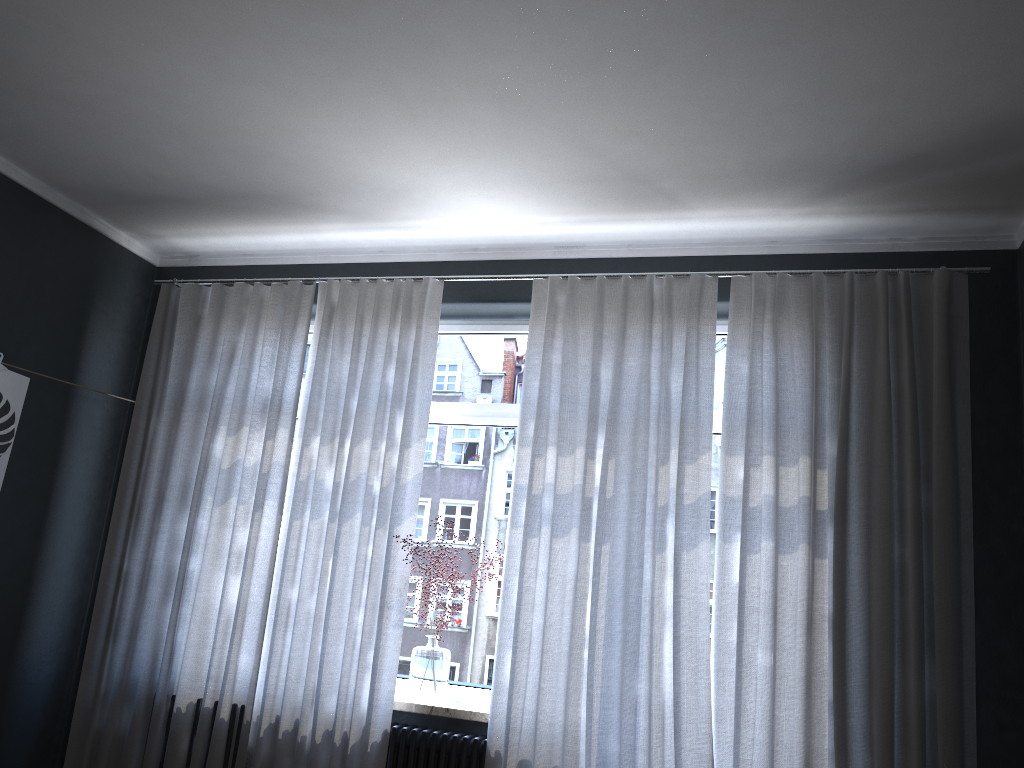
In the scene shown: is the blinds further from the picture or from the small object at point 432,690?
the picture

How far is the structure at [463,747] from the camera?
3.7 meters

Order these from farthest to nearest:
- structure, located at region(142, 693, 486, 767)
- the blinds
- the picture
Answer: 1. the picture
2. structure, located at region(142, 693, 486, 767)
3. the blinds

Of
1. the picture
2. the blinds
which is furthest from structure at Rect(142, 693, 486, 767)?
the picture

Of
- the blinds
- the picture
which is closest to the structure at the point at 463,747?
the blinds

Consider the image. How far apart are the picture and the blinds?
0.6m

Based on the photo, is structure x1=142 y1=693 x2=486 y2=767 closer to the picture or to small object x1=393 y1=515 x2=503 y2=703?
small object x1=393 y1=515 x2=503 y2=703

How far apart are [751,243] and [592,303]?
0.8 meters

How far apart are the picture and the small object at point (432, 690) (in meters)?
1.98

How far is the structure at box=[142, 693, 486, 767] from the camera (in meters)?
3.67
